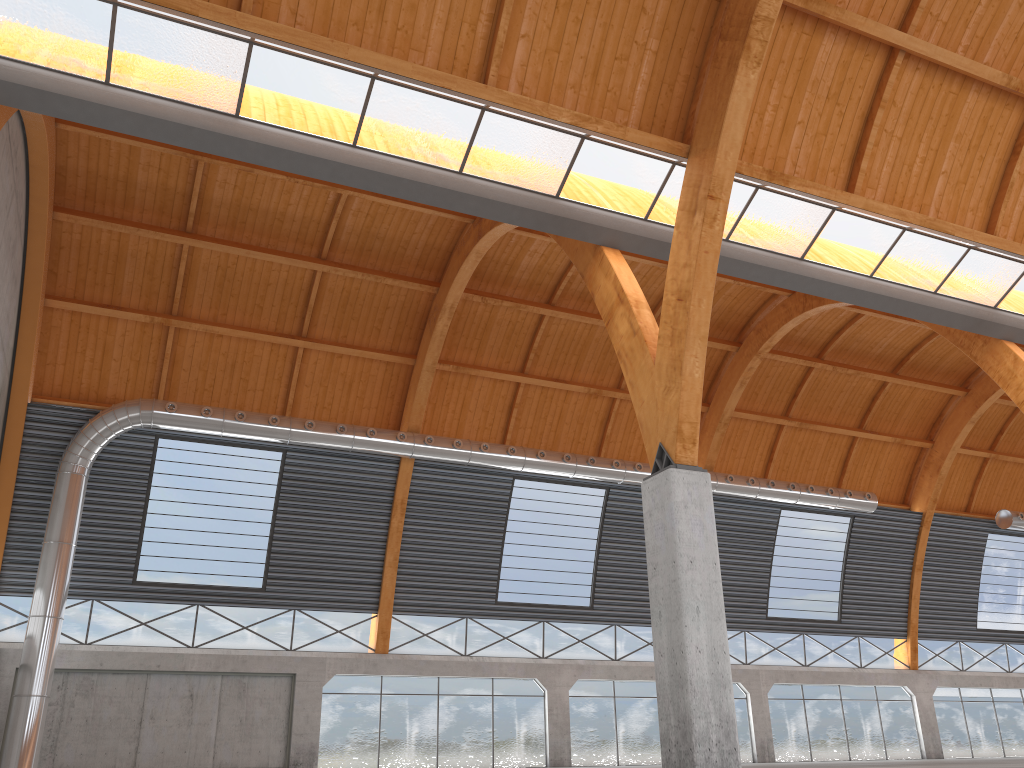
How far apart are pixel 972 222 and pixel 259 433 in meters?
28.2
